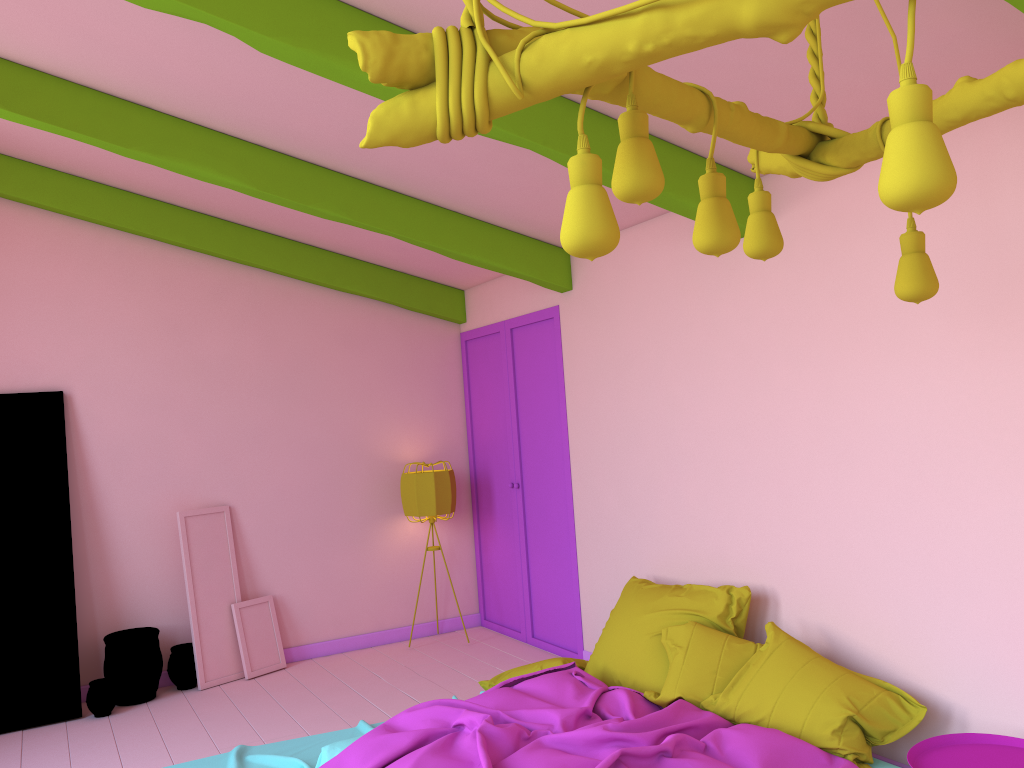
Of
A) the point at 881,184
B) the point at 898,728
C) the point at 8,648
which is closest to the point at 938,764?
the point at 898,728

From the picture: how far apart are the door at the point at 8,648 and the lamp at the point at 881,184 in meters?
5.3 m

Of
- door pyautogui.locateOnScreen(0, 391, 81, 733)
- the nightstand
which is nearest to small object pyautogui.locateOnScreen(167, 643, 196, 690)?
door pyautogui.locateOnScreen(0, 391, 81, 733)

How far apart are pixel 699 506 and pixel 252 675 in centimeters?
362cm

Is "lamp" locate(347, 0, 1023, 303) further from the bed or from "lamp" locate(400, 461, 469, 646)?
"lamp" locate(400, 461, 469, 646)

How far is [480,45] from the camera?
1.5 meters

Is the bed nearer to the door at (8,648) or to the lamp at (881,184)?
the door at (8,648)

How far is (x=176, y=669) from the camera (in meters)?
6.33

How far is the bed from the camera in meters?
3.6

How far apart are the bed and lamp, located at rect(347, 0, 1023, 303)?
2.0 meters
